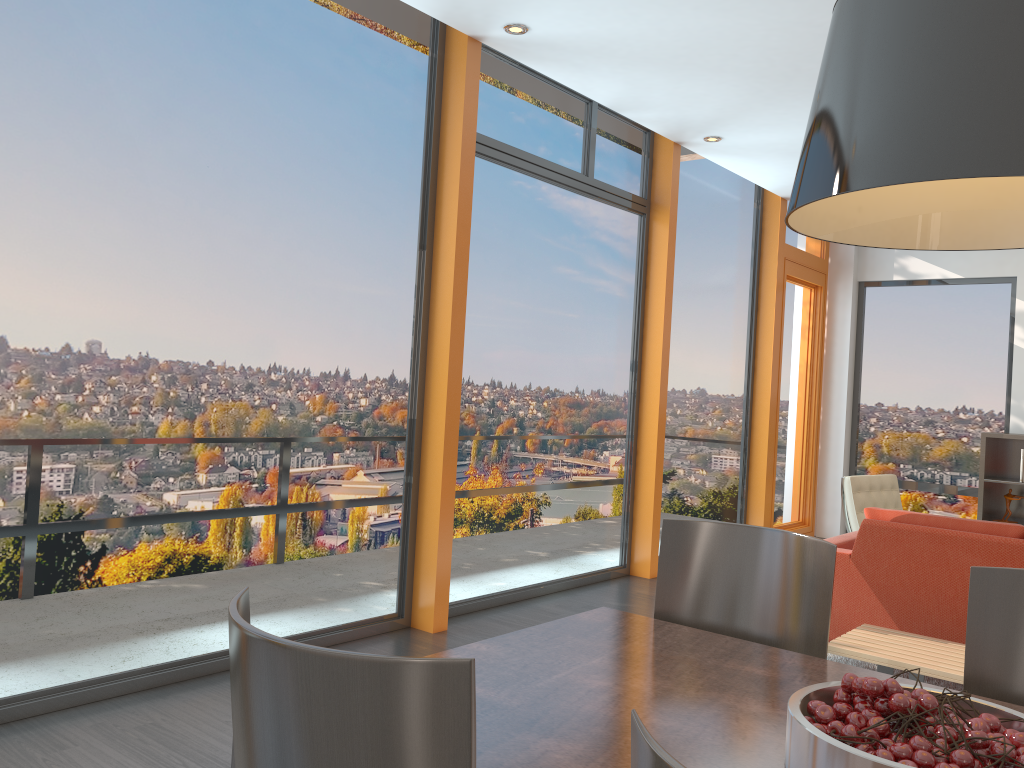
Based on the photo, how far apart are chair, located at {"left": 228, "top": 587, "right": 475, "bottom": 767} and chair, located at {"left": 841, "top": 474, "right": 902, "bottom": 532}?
5.50m

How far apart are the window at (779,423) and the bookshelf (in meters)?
1.59

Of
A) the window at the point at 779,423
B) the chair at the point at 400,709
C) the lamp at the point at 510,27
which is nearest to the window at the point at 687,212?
the window at the point at 779,423

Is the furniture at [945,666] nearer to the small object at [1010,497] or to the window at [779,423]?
the window at [779,423]

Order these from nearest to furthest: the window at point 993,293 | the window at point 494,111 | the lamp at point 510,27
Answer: the lamp at point 510,27, the window at point 494,111, the window at point 993,293

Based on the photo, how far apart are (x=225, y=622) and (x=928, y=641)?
2.99m

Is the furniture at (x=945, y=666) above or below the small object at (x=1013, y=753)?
below

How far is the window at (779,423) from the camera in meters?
8.3

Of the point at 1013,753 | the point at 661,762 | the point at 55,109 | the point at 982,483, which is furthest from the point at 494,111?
the point at 982,483

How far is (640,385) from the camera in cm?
647
